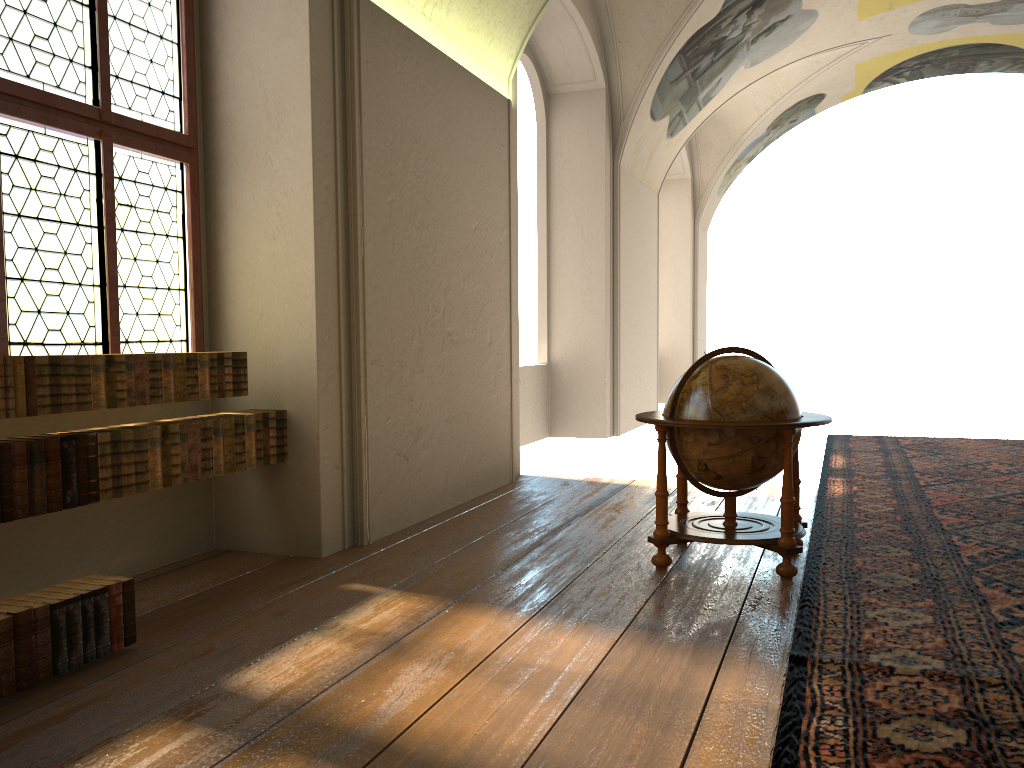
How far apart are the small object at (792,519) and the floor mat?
0.1 meters

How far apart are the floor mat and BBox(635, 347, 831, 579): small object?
0.1 meters

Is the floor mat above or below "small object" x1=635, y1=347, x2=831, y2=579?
below

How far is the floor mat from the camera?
3.25m

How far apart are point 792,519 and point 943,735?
2.26m

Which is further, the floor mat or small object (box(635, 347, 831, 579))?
small object (box(635, 347, 831, 579))

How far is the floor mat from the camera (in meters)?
3.25

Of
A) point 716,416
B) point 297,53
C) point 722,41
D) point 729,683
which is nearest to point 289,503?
point 716,416

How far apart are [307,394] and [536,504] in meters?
2.8 m
